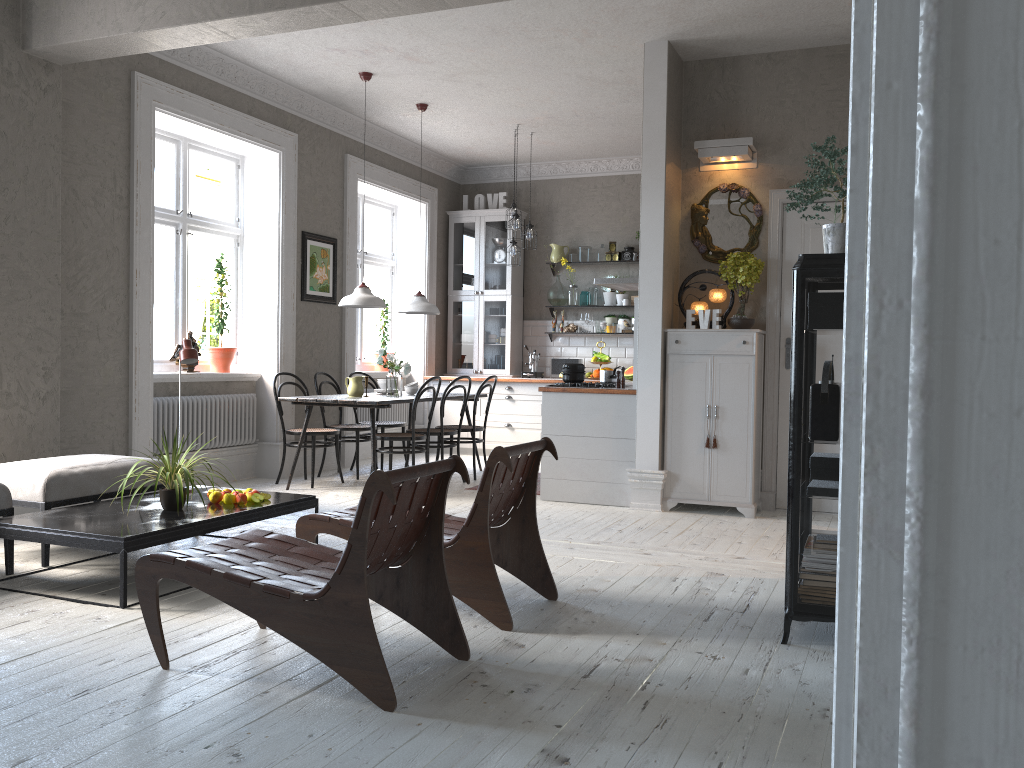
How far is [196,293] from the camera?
12.2m

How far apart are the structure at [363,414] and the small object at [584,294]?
2.3 meters

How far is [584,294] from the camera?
9.9m

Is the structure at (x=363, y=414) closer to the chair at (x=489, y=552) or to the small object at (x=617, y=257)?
the small object at (x=617, y=257)

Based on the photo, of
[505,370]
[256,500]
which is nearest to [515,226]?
[505,370]

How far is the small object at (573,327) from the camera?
9.9m

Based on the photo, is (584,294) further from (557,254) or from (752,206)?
(752,206)

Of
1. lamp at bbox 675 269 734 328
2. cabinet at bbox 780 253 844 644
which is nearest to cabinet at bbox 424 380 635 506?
lamp at bbox 675 269 734 328

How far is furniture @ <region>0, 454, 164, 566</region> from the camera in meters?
4.4 m

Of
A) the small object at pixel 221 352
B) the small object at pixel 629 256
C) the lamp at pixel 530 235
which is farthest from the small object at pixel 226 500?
→ the small object at pixel 629 256
